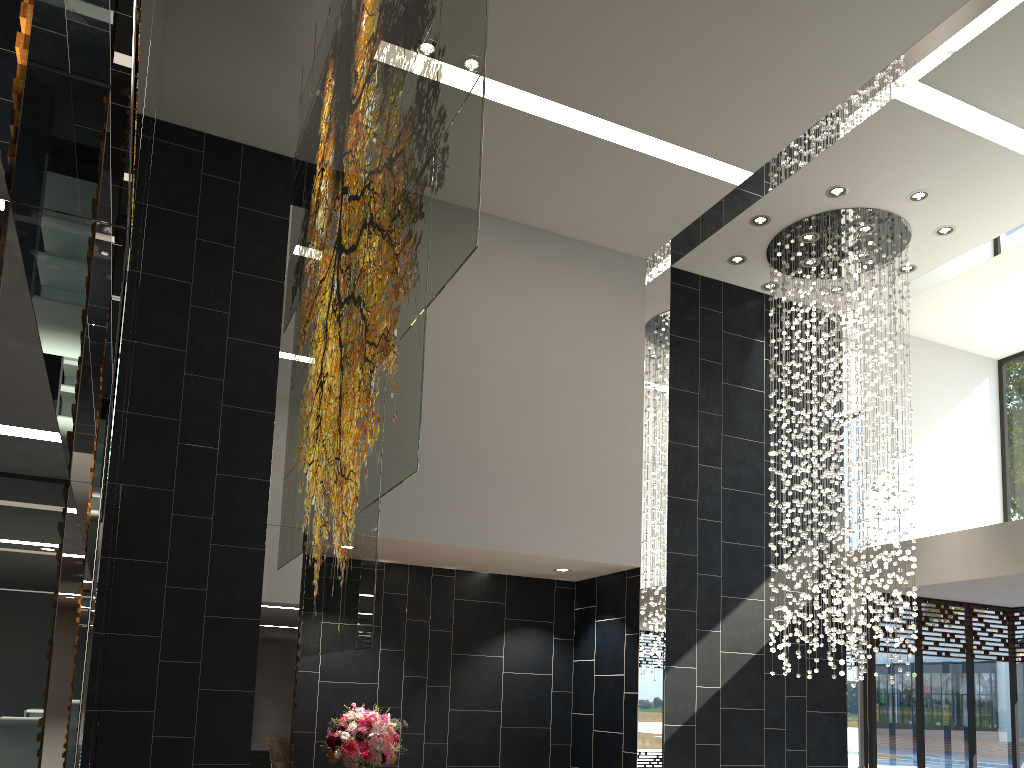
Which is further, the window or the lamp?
the window

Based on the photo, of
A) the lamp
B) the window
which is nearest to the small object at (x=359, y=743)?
the lamp

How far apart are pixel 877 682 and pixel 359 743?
5.48m

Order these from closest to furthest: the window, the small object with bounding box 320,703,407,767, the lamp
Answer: the small object with bounding box 320,703,407,767 < the lamp < the window

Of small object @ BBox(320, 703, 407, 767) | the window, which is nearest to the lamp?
the window

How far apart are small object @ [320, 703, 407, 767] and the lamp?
3.6 meters

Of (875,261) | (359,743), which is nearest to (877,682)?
(875,261)

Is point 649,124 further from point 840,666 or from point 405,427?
point 840,666

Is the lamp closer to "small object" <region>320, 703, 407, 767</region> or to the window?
the window

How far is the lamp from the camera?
8.18m
